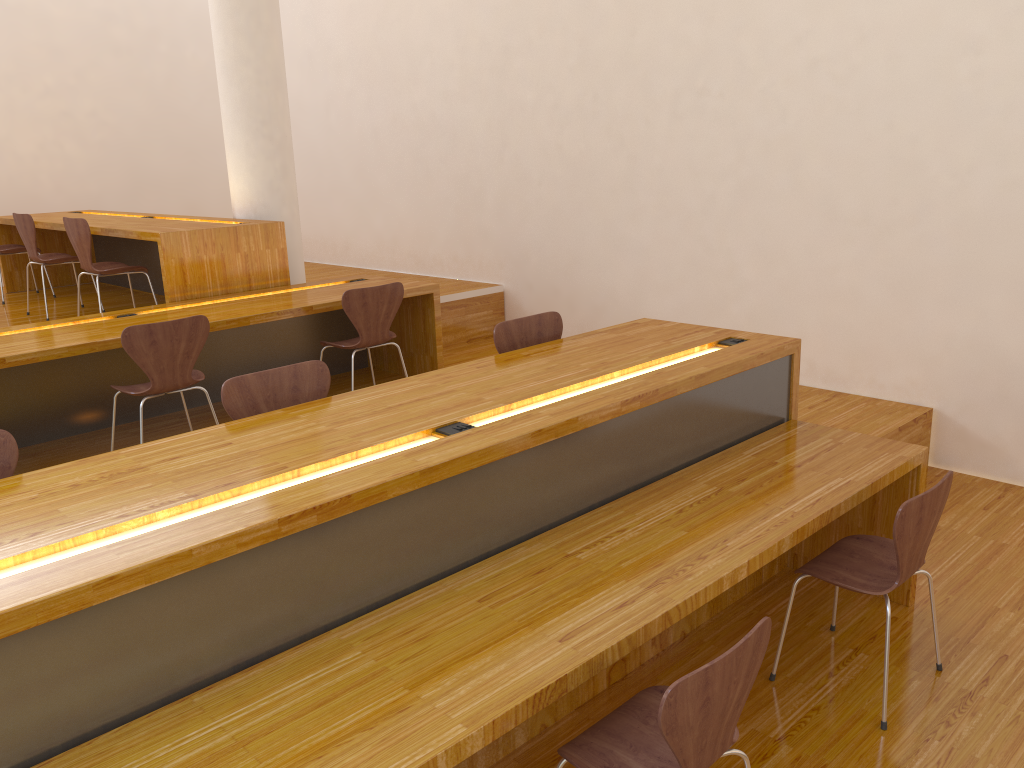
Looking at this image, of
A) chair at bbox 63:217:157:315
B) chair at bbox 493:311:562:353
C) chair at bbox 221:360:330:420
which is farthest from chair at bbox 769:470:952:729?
chair at bbox 63:217:157:315

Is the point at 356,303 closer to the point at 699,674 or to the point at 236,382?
the point at 236,382

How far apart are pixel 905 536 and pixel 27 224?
5.5m

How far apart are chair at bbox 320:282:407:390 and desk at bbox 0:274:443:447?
0.2 meters

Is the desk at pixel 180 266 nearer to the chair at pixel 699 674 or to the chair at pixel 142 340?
the chair at pixel 142 340

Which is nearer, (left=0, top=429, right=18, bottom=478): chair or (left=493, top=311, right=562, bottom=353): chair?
(left=0, top=429, right=18, bottom=478): chair

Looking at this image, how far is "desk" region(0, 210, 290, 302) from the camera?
4.9 meters

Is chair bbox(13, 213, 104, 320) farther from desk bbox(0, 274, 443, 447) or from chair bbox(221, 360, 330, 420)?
chair bbox(221, 360, 330, 420)

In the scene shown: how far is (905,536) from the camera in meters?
2.5 m

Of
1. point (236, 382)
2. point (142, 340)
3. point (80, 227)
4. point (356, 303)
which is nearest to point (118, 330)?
point (142, 340)
